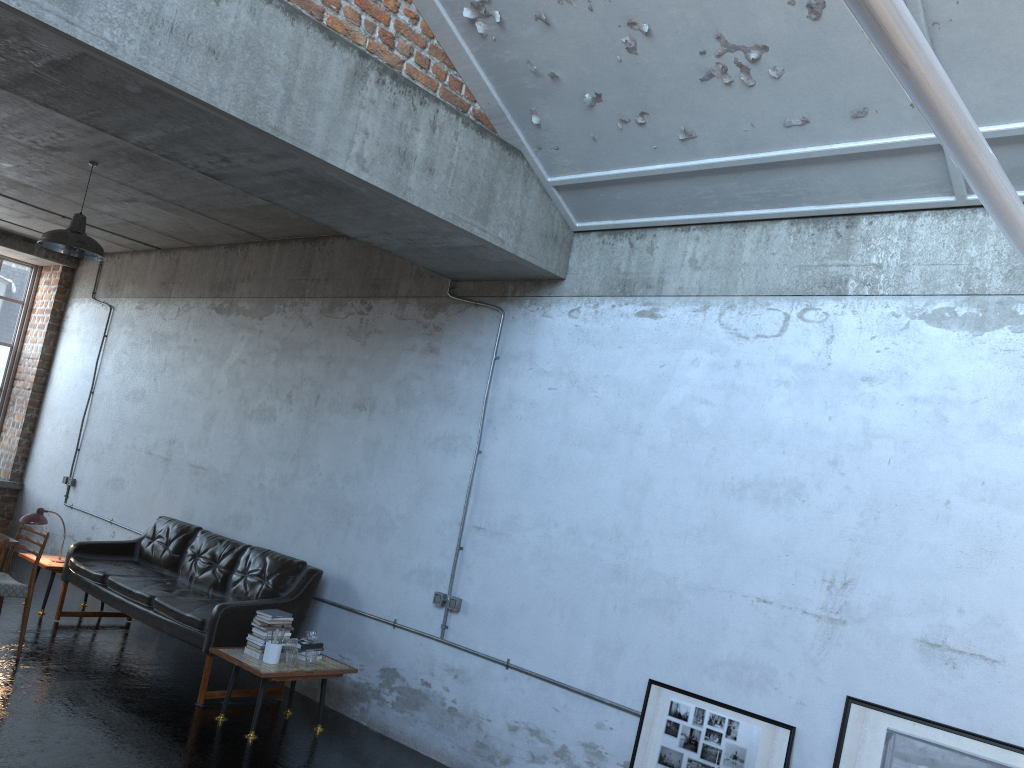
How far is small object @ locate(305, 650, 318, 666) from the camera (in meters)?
6.15

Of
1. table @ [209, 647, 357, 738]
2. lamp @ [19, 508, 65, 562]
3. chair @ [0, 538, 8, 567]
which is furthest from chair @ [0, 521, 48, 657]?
table @ [209, 647, 357, 738]

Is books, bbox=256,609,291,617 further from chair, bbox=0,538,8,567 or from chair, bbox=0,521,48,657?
chair, bbox=0,521,48,657

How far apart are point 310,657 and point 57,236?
3.8m

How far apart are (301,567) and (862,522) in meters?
4.3 m

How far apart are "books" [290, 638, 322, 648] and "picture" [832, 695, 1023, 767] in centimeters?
364cm

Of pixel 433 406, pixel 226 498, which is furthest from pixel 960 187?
pixel 226 498

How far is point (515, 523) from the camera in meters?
6.1 m

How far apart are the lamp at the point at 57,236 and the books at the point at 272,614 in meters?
3.2

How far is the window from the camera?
11.9m
